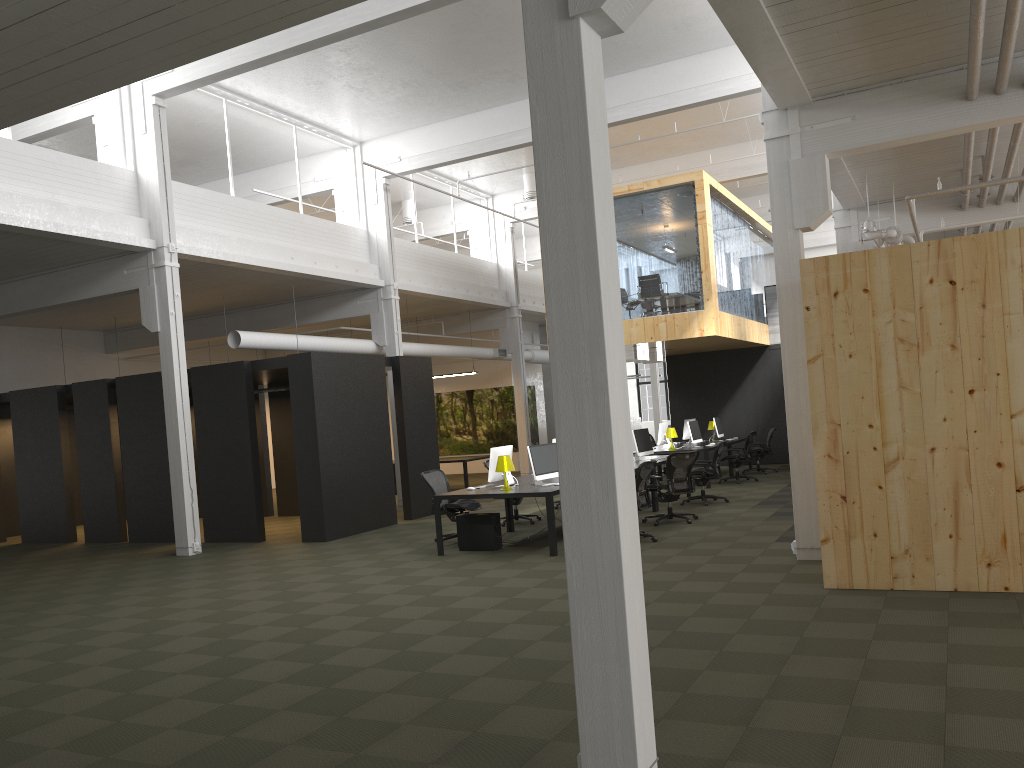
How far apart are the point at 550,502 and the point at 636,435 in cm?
480

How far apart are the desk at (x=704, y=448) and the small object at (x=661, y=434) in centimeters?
21cm

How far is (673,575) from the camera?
8.6 meters

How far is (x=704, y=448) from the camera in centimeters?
1706cm

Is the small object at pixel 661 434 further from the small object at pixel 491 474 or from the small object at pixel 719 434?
the small object at pixel 491 474

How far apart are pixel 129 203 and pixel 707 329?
10.24m

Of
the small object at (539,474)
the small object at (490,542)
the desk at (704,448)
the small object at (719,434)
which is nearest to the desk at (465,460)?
the desk at (704,448)

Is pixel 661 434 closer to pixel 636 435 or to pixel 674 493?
pixel 636 435

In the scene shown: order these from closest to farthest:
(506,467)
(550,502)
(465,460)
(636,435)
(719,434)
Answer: (550,502)
(506,467)
(636,435)
(719,434)
(465,460)

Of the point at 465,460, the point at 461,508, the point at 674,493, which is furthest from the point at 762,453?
the point at 461,508
